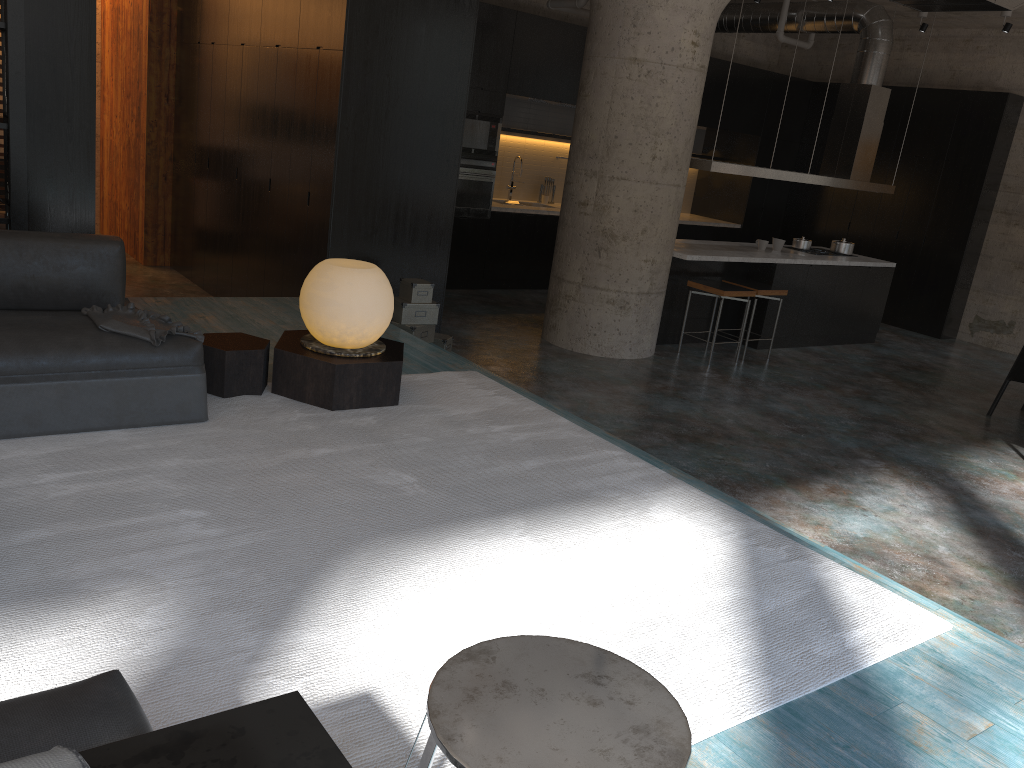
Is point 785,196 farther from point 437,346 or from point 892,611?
point 892,611

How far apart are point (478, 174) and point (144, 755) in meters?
8.8 m

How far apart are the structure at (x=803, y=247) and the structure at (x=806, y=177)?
0.7m

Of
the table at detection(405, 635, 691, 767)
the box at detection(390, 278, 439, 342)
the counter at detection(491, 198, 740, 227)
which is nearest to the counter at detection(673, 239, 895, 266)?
the counter at detection(491, 198, 740, 227)

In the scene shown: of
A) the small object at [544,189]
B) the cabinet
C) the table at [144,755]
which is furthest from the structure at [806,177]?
the table at [144,755]

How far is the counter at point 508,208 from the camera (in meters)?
10.15

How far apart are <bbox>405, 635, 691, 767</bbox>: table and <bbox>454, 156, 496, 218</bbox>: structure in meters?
8.3

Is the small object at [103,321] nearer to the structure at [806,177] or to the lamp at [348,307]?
A: the lamp at [348,307]

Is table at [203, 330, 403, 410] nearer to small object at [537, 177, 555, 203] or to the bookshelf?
the bookshelf

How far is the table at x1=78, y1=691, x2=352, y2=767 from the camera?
1.4m
